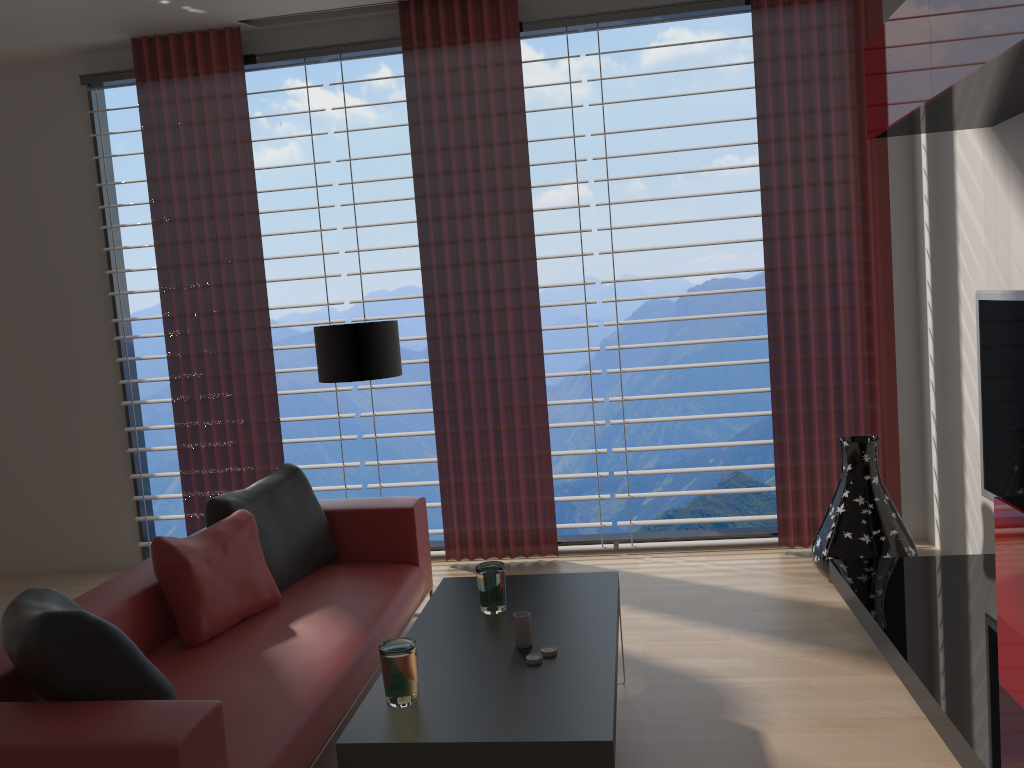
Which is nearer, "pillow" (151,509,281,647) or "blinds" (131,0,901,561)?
"pillow" (151,509,281,647)

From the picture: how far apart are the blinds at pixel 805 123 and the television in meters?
1.3 m

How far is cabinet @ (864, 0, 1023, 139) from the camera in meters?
3.4

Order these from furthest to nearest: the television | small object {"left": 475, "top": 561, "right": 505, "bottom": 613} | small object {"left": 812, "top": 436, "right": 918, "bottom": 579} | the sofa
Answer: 1. small object {"left": 812, "top": 436, "right": 918, "bottom": 579}
2. the television
3. small object {"left": 475, "top": 561, "right": 505, "bottom": 613}
4. the sofa

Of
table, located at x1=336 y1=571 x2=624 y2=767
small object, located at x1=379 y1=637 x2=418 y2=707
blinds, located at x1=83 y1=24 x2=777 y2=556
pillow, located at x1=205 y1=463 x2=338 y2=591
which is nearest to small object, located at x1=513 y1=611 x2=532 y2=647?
table, located at x1=336 y1=571 x2=624 y2=767

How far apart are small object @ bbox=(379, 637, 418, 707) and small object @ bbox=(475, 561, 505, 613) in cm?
81

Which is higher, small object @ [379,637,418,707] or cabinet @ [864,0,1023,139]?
cabinet @ [864,0,1023,139]

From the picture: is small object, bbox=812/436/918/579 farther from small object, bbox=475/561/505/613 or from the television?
small object, bbox=475/561/505/613

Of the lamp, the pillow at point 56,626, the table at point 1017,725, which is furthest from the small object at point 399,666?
the lamp

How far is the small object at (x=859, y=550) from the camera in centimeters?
557cm
